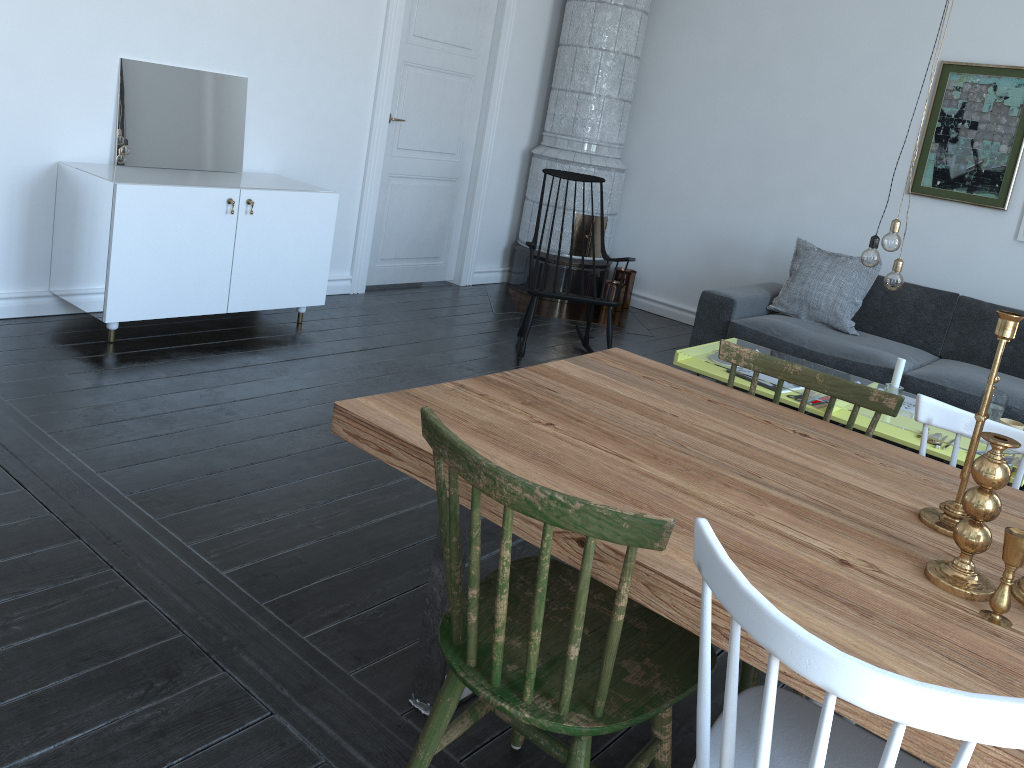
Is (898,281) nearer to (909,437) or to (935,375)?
(909,437)

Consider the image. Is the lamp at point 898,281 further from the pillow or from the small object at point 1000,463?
the small object at point 1000,463

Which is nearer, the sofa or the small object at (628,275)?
the sofa

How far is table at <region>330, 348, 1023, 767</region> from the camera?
1.2m

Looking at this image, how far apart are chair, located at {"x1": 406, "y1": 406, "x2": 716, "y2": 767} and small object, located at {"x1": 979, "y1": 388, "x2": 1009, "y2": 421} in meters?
2.4 m

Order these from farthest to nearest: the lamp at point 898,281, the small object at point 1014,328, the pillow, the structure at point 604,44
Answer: the structure at point 604,44 → the pillow → the lamp at point 898,281 → the small object at point 1014,328

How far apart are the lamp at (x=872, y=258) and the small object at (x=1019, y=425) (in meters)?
0.80

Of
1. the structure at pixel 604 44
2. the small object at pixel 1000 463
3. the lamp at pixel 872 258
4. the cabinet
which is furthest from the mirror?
the small object at pixel 1000 463

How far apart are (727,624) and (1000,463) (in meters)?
0.51

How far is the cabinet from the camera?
3.8 meters
